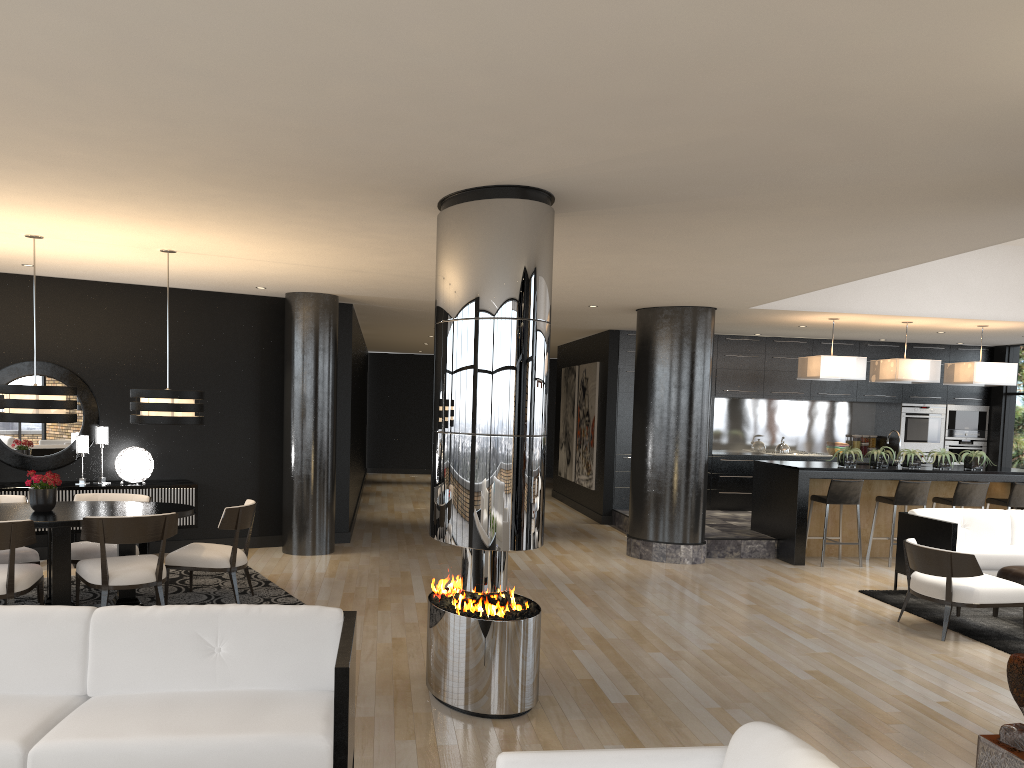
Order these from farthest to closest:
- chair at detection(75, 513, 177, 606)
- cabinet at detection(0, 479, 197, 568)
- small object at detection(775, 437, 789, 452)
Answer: small object at detection(775, 437, 789, 452) < cabinet at detection(0, 479, 197, 568) < chair at detection(75, 513, 177, 606)

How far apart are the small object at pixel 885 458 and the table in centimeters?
717cm

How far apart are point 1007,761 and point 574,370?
11.1m

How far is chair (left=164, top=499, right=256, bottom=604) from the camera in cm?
666

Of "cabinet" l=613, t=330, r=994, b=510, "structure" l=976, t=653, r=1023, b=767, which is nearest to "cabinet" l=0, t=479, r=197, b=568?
"cabinet" l=613, t=330, r=994, b=510

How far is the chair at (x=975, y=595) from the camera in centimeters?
637cm

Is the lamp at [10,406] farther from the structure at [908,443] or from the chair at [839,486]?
the structure at [908,443]

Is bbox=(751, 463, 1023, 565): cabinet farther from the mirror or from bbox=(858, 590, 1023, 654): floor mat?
the mirror

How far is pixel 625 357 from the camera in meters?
12.4 m

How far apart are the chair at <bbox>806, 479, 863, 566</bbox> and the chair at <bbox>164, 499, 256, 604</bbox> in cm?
598
